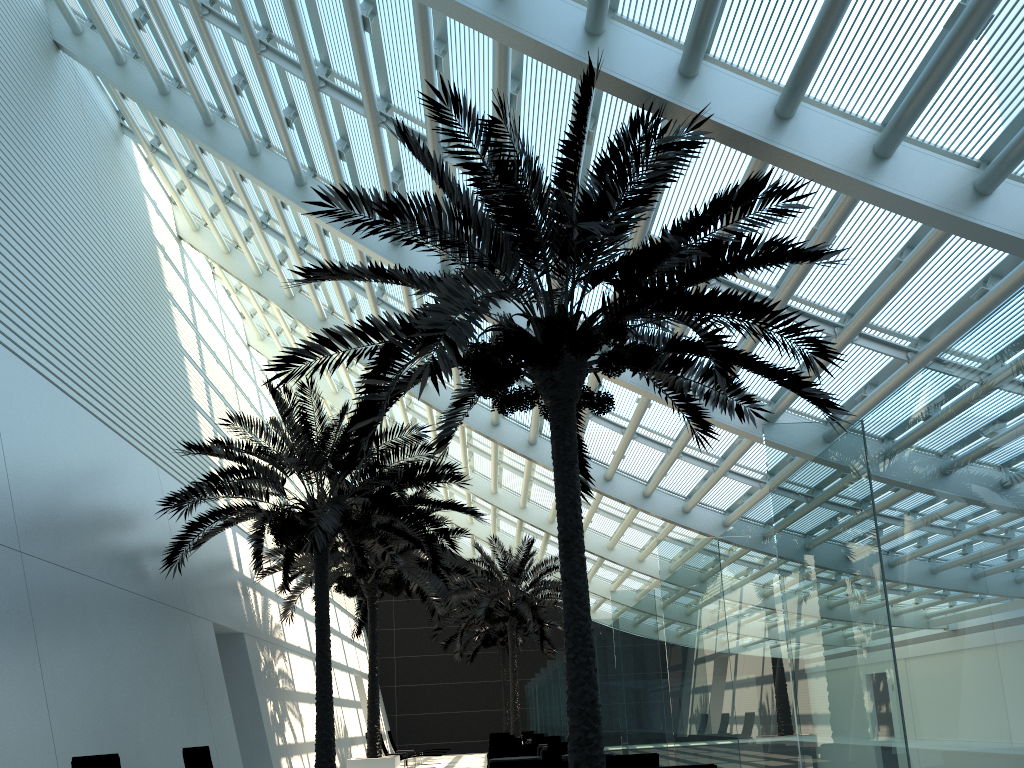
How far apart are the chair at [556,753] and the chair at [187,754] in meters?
4.9 m

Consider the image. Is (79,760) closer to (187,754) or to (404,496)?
(187,754)

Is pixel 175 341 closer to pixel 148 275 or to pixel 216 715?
pixel 148 275

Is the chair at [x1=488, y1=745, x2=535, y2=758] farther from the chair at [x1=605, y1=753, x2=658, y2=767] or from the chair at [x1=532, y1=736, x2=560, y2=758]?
the chair at [x1=532, y1=736, x2=560, y2=758]

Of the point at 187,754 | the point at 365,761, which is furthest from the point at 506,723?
the point at 187,754

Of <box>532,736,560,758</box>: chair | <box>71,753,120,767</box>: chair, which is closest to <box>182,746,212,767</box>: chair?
<box>71,753,120,767</box>: chair

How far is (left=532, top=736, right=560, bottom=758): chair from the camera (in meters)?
17.89

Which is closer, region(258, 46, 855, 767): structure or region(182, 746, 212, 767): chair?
region(258, 46, 855, 767): structure

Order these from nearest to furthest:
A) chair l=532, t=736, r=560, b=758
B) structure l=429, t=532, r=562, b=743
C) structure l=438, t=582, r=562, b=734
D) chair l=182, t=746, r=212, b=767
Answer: chair l=182, t=746, r=212, b=767 < chair l=532, t=736, r=560, b=758 < structure l=429, t=532, r=562, b=743 < structure l=438, t=582, r=562, b=734

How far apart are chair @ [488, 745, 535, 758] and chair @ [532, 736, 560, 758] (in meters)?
5.69
